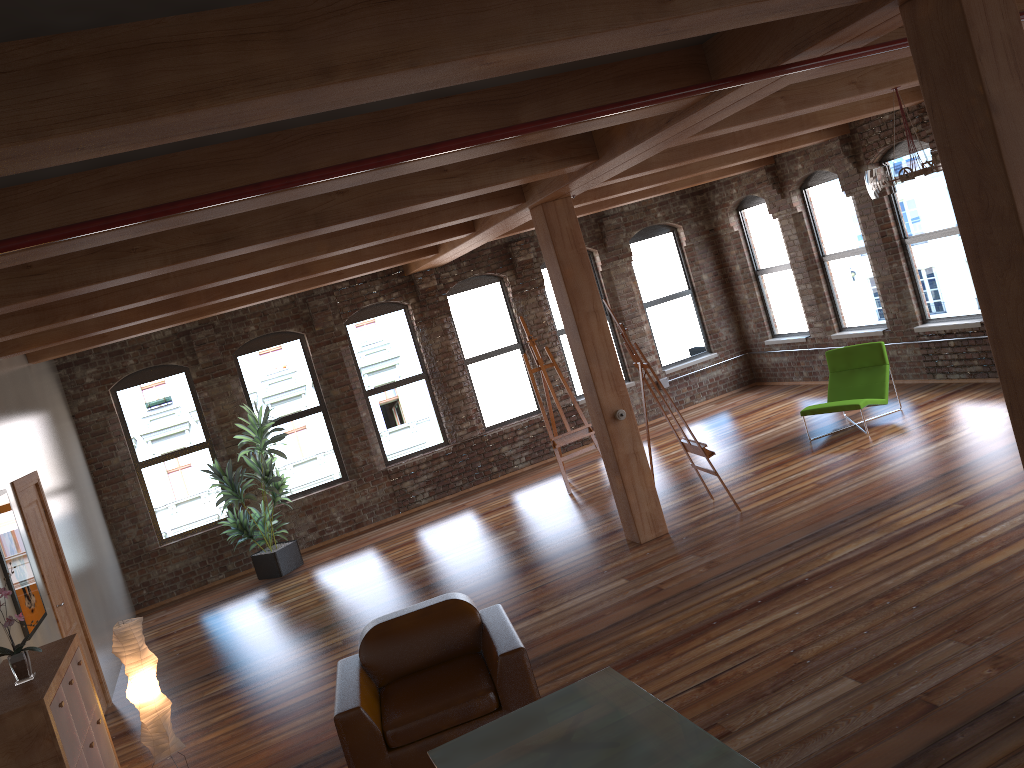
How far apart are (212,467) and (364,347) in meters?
2.6 m

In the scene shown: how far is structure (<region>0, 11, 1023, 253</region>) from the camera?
3.1m

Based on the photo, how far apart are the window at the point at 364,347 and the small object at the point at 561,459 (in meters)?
2.00

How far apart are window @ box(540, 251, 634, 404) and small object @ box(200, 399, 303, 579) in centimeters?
433cm

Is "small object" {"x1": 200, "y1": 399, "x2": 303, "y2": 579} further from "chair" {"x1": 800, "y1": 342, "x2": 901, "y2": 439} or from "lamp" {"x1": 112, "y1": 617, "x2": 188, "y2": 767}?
"chair" {"x1": 800, "y1": 342, "x2": 901, "y2": 439}

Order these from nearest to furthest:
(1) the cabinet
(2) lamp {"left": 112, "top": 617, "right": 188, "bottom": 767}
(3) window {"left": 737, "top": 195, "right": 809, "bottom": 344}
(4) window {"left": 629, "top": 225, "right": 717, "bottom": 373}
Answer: (1) the cabinet → (2) lamp {"left": 112, "top": 617, "right": 188, "bottom": 767} → (3) window {"left": 737, "top": 195, "right": 809, "bottom": 344} → (4) window {"left": 629, "top": 225, "right": 717, "bottom": 373}

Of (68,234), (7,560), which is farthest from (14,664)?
(68,234)

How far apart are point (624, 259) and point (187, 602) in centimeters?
758cm

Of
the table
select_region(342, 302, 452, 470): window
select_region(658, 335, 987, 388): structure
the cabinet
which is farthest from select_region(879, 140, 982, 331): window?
the cabinet

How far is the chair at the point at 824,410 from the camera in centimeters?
932cm
